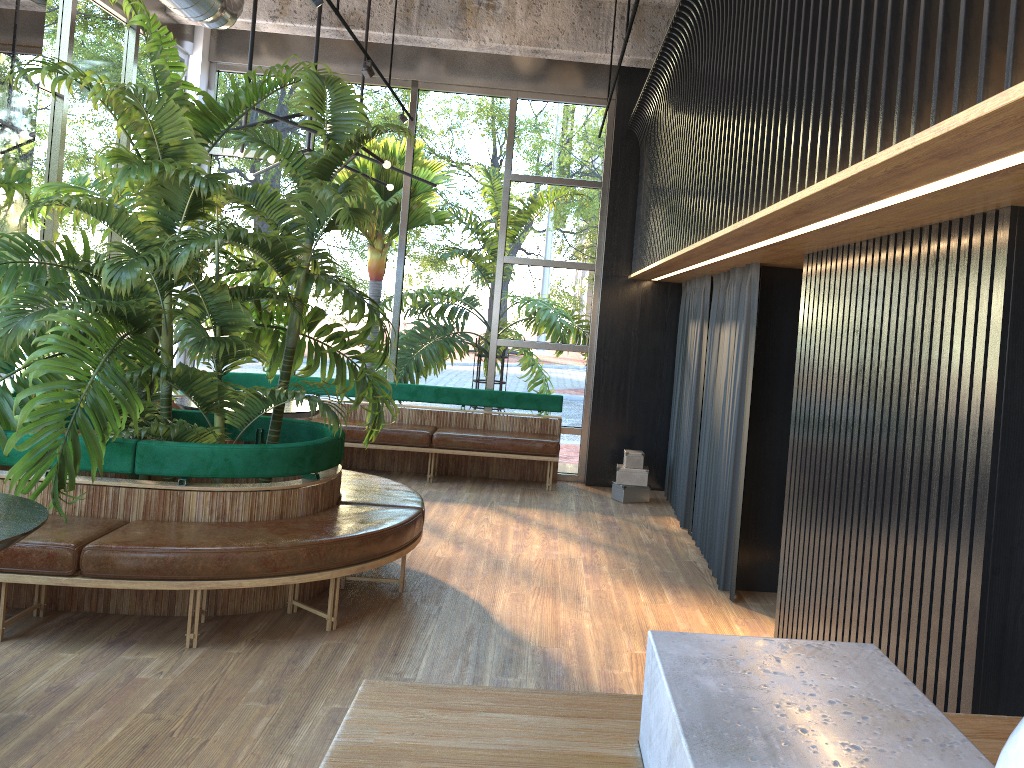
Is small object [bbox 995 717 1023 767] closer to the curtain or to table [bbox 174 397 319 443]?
the curtain

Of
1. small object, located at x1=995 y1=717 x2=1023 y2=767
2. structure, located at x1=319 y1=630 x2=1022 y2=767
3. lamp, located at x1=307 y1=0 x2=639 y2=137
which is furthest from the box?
small object, located at x1=995 y1=717 x2=1023 y2=767

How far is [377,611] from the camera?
4.7m

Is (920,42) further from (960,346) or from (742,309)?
(742,309)

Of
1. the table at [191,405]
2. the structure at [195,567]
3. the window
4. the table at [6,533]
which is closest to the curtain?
the window

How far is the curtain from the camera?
5.51m

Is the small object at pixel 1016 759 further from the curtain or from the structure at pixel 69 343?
the curtain

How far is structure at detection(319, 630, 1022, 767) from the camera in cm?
93

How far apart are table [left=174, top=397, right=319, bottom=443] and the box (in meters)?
2.78

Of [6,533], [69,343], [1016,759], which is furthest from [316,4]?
[1016,759]
